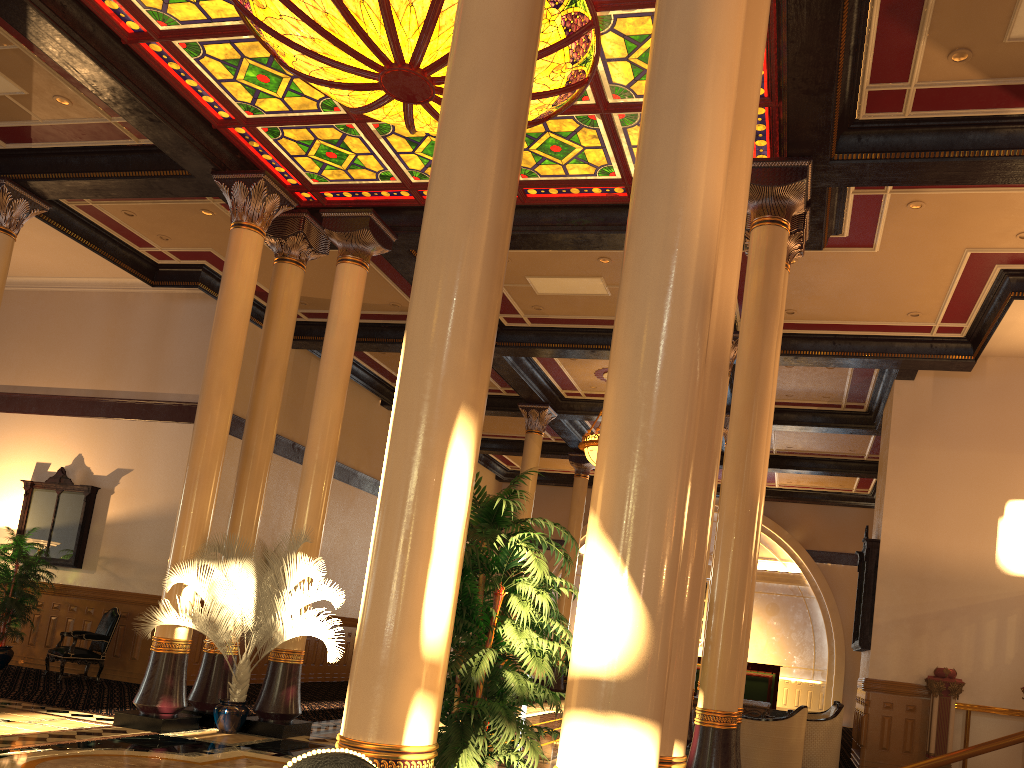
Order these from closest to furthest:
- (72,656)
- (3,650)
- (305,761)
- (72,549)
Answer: (305,761), (72,656), (3,650), (72,549)

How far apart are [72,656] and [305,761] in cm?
1232

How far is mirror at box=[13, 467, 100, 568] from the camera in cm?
1378

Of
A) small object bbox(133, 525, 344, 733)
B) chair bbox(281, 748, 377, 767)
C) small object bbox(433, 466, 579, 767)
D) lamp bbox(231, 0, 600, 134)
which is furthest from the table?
chair bbox(281, 748, 377, 767)

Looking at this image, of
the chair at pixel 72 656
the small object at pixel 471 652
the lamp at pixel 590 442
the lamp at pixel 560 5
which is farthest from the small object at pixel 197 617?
the lamp at pixel 590 442

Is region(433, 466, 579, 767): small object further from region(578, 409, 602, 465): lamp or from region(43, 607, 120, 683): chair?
region(578, 409, 602, 465): lamp

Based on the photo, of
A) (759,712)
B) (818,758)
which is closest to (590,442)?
(759,712)

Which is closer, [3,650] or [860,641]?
[860,641]

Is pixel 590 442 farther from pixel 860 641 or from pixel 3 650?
pixel 3 650

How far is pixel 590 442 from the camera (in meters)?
15.16
